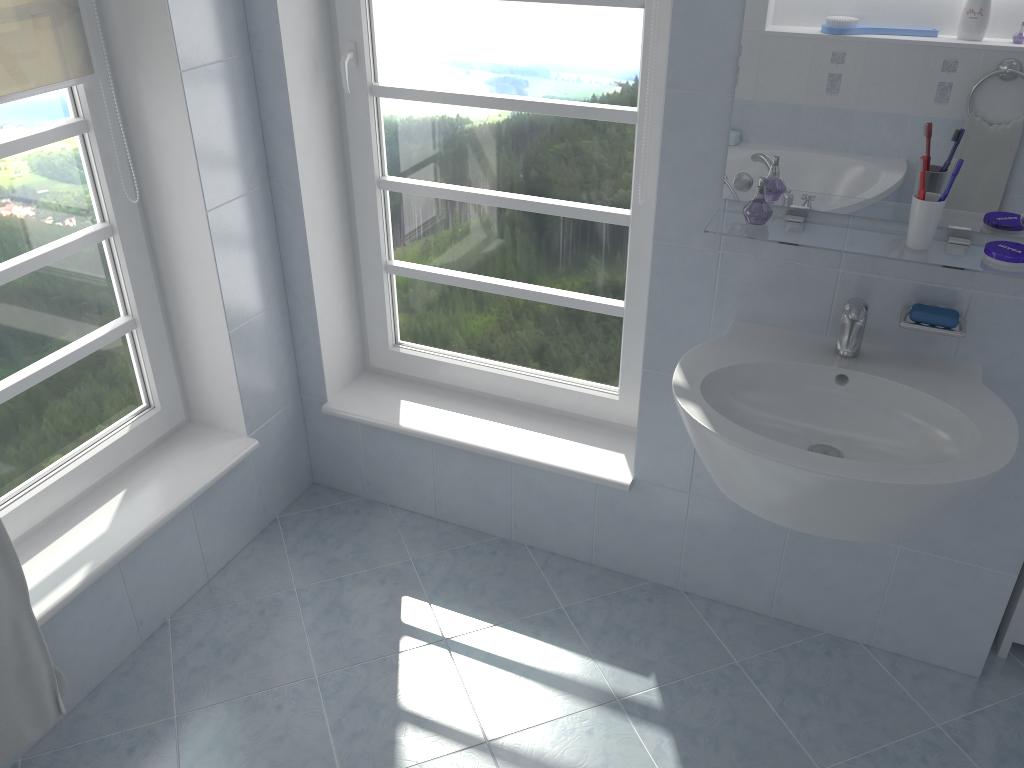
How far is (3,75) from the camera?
1.81m

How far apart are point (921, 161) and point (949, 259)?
0.2 meters

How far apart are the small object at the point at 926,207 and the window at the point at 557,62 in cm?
66

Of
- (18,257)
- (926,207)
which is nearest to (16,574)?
(18,257)

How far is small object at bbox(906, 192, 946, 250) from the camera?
1.6m

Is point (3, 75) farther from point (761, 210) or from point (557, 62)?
point (761, 210)

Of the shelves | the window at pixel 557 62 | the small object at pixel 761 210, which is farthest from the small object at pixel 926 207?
the window at pixel 557 62

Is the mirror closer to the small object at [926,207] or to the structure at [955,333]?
the small object at [926,207]

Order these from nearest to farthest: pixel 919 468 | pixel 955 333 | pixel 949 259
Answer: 1. pixel 919 468
2. pixel 949 259
3. pixel 955 333

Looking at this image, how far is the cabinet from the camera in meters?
2.2
